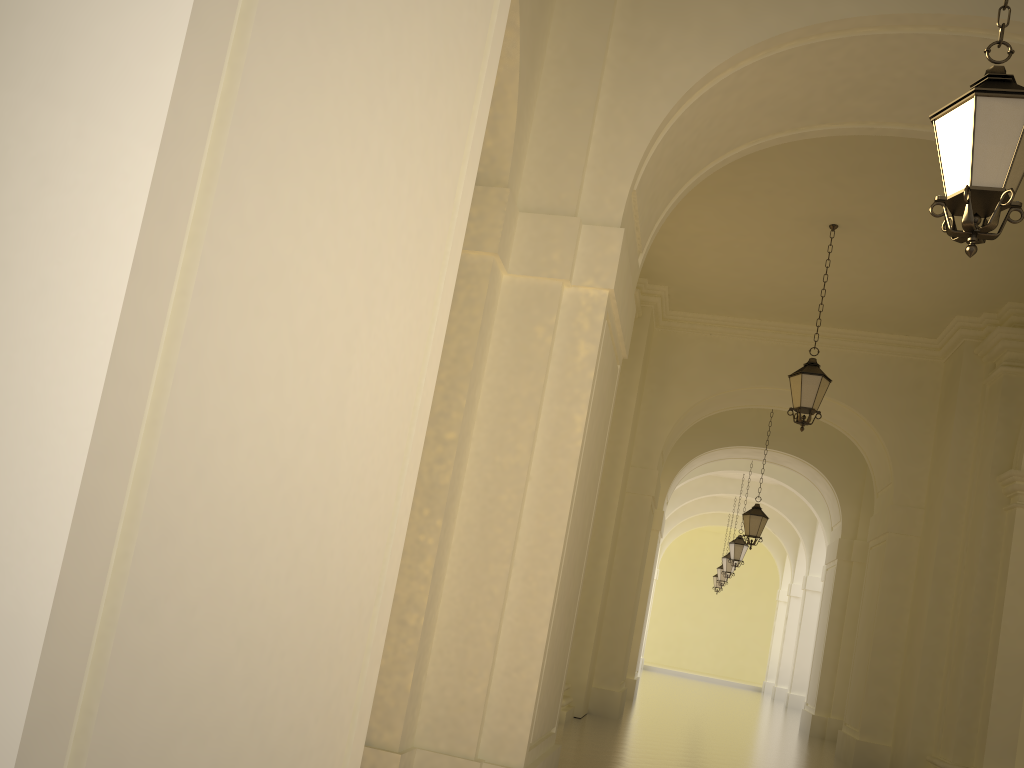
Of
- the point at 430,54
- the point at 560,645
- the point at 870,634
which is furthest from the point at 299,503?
the point at 870,634

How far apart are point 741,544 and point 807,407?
11.4 meters

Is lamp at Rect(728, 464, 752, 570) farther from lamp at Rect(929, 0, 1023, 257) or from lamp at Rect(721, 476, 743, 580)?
lamp at Rect(929, 0, 1023, 257)

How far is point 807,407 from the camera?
10.2 meters

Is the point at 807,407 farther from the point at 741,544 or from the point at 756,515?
the point at 741,544

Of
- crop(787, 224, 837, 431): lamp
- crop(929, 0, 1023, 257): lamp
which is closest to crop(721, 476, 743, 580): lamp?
crop(787, 224, 837, 431): lamp

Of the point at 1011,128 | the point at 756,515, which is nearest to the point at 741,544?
the point at 756,515

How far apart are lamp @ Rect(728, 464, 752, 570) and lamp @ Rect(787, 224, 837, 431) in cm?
1126

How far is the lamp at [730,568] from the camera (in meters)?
24.62

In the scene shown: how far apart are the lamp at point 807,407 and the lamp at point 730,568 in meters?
15.2 m
